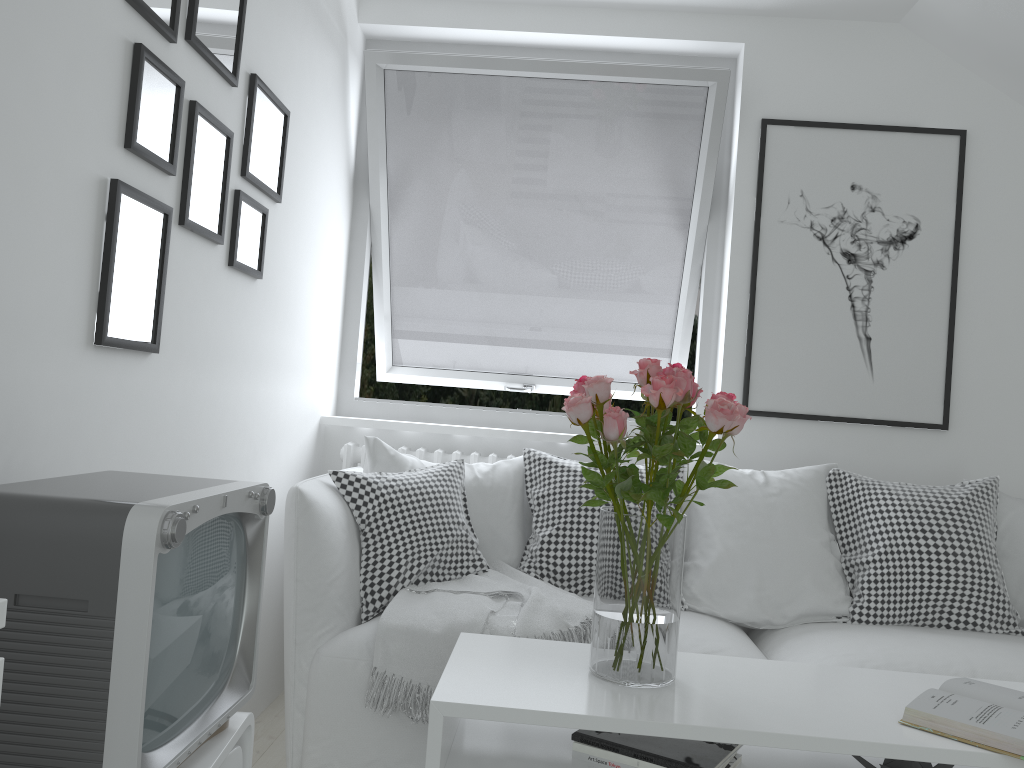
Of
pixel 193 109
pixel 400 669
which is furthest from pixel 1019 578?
pixel 193 109

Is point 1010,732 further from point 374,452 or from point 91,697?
point 374,452

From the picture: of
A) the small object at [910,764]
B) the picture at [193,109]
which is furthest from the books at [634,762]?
the picture at [193,109]

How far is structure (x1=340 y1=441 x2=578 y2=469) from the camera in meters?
3.1 m

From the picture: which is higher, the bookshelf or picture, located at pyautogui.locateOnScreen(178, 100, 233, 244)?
picture, located at pyautogui.locateOnScreen(178, 100, 233, 244)

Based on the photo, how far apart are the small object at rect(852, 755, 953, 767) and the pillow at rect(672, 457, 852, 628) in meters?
0.9

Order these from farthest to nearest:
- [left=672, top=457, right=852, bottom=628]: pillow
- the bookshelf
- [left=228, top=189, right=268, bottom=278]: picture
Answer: [left=672, top=457, right=852, bottom=628]: pillow → [left=228, top=189, right=268, bottom=278]: picture → the bookshelf

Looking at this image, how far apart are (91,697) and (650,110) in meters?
2.7

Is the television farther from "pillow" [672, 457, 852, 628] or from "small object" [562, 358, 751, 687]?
"pillow" [672, 457, 852, 628]

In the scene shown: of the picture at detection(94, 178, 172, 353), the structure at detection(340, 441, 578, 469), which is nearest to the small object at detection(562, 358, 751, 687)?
the picture at detection(94, 178, 172, 353)
